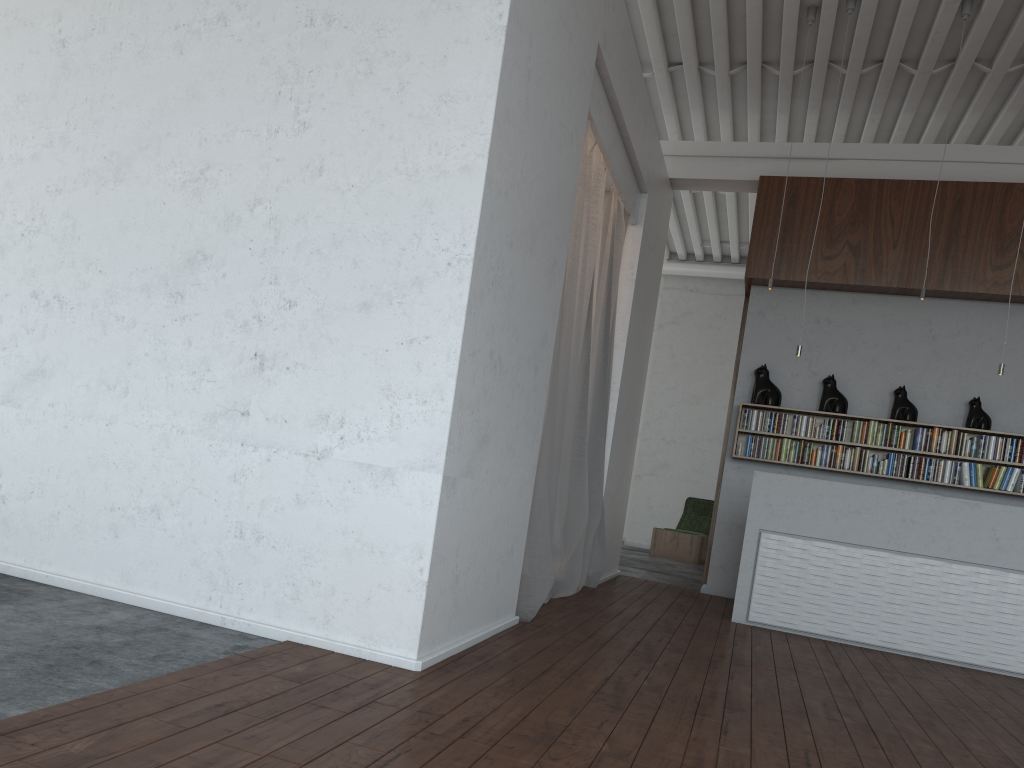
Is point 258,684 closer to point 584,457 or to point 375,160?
point 375,160

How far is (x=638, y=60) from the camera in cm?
647
